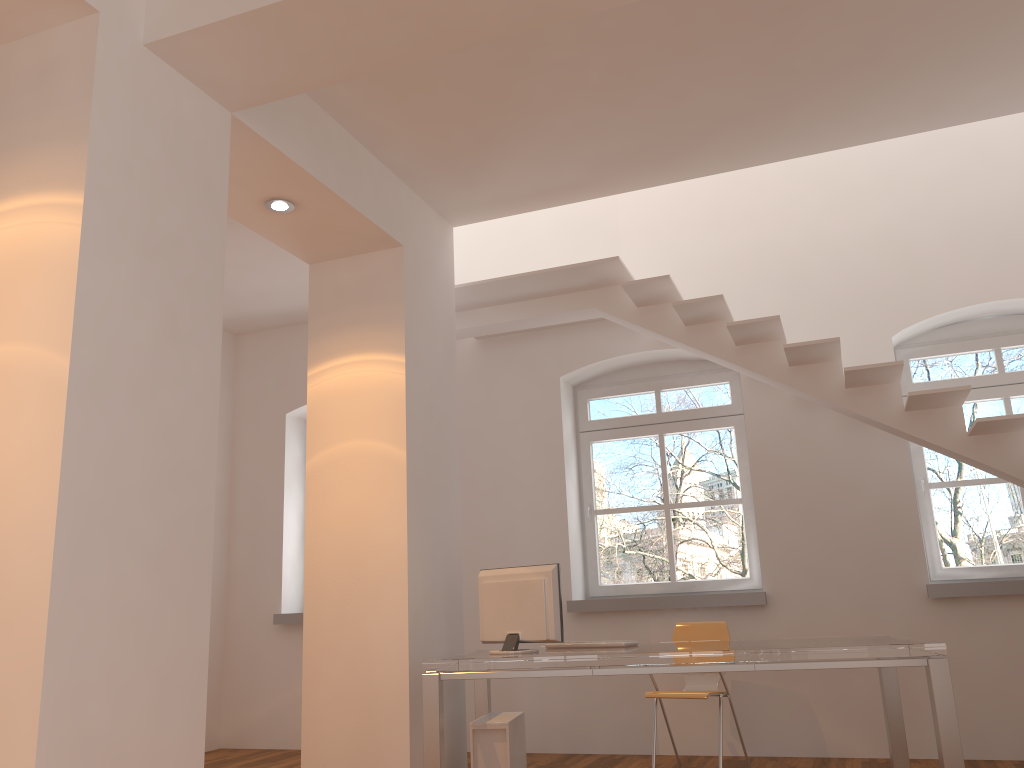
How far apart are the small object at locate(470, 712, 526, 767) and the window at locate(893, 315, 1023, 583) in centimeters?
288cm

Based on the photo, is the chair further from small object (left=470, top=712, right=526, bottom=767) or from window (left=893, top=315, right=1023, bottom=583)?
window (left=893, top=315, right=1023, bottom=583)

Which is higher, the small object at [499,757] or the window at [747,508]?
the window at [747,508]

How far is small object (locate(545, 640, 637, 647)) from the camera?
4.50m

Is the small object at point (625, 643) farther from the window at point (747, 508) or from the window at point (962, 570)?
the window at point (962, 570)

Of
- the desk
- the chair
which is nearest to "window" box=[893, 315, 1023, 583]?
the desk

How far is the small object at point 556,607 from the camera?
4.3 meters

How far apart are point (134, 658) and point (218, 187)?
1.80m

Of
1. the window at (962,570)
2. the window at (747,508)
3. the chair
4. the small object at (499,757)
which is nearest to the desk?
the small object at (499,757)

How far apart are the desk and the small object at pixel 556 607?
0.1 meters
